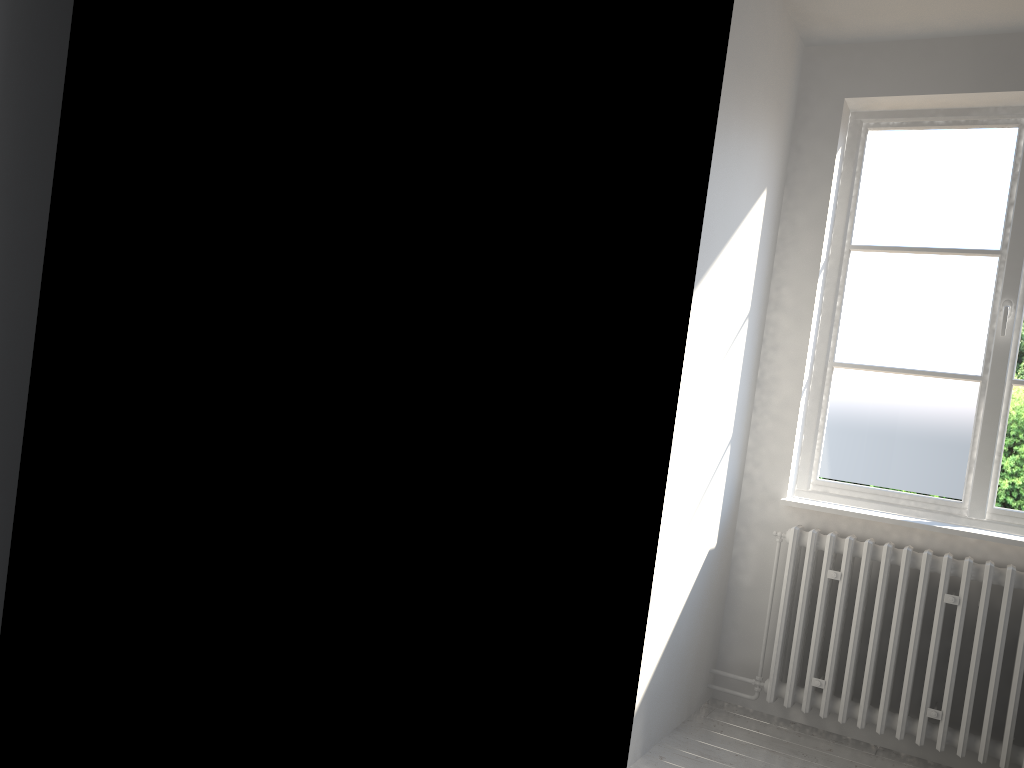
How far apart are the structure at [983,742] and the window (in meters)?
0.27

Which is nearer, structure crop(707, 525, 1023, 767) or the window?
structure crop(707, 525, 1023, 767)

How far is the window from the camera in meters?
3.2

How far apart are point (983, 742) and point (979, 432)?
1.07m

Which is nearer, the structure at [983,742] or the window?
the structure at [983,742]

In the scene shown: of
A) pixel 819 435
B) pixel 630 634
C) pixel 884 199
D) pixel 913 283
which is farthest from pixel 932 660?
pixel 884 199

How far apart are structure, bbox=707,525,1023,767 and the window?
0.27m

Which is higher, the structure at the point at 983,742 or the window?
the window

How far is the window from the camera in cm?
324
